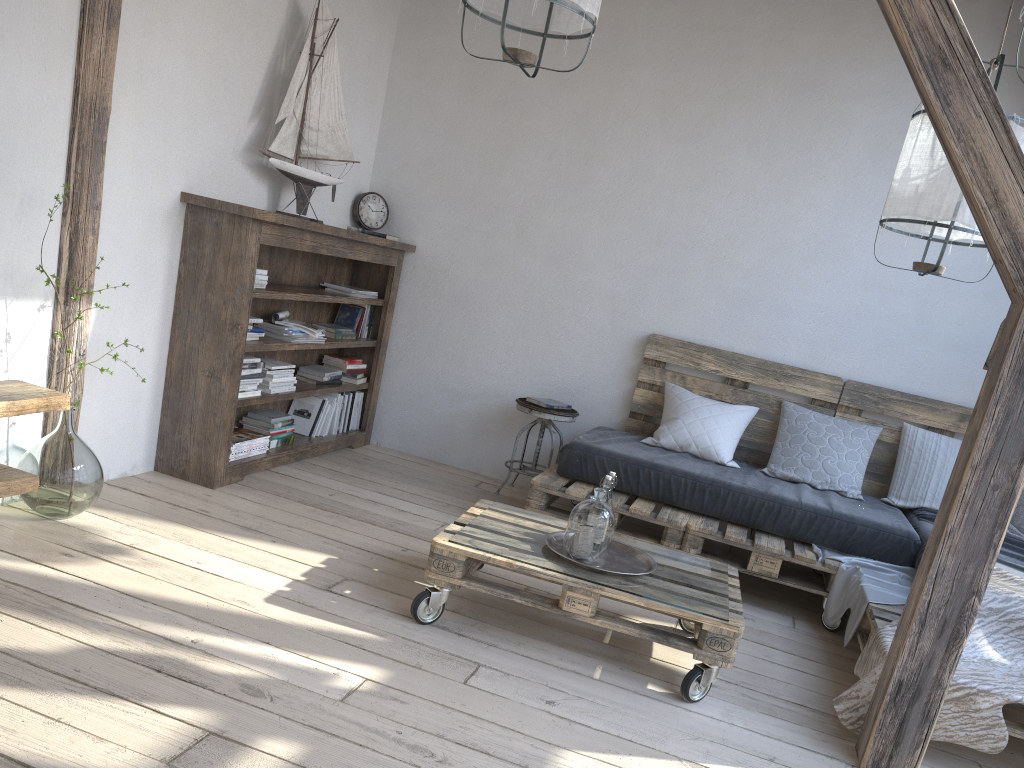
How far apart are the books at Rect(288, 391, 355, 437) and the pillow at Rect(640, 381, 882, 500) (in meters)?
1.73

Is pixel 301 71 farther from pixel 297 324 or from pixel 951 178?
pixel 951 178

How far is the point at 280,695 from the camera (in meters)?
2.18

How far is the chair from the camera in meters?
4.6

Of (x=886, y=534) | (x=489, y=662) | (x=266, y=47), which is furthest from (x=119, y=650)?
(x=886, y=534)

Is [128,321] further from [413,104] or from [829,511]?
[829,511]

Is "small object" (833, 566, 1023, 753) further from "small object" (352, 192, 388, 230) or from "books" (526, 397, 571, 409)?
"small object" (352, 192, 388, 230)

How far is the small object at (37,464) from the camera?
2.9m

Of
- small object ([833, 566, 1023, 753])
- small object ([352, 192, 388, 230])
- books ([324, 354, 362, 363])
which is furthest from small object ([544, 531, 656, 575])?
small object ([352, 192, 388, 230])

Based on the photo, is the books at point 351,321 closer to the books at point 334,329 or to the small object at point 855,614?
the books at point 334,329
